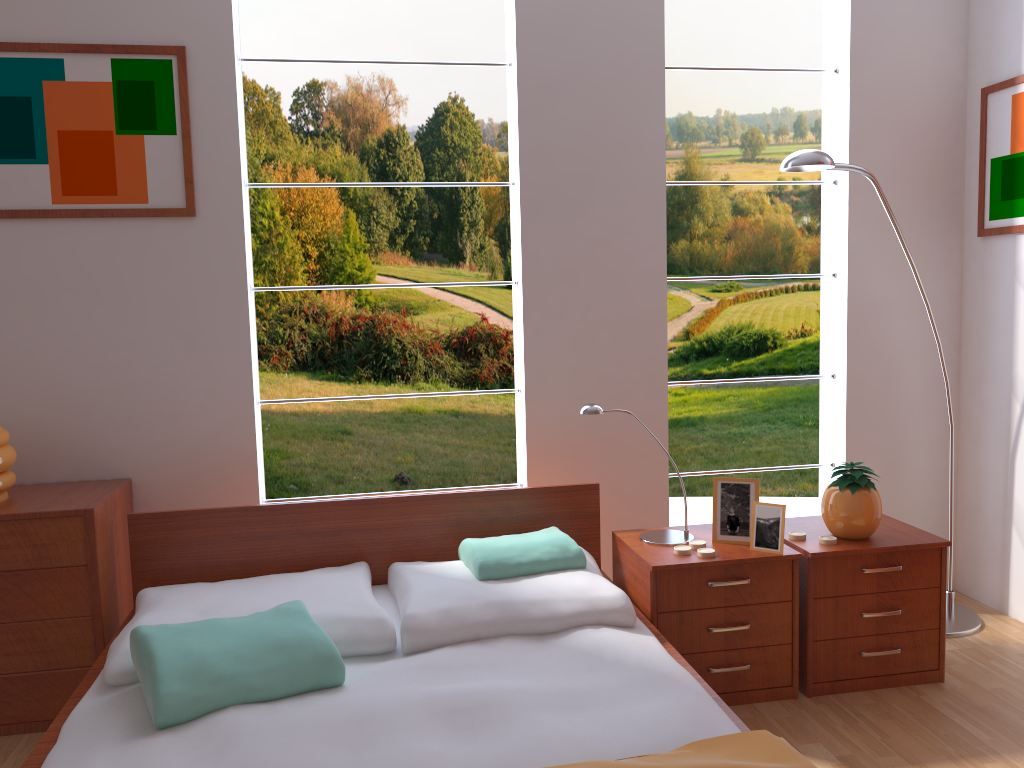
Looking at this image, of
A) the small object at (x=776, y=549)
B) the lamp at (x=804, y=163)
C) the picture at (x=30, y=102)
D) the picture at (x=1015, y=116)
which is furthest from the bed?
the picture at (x=1015, y=116)

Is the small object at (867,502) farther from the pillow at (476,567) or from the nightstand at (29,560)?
the nightstand at (29,560)

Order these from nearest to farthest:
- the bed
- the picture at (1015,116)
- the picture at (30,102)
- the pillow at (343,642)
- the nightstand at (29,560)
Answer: the bed
the pillow at (343,642)
the nightstand at (29,560)
the picture at (30,102)
the picture at (1015,116)

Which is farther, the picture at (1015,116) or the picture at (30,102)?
the picture at (1015,116)

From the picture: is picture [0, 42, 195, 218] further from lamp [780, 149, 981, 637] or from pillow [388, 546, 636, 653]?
lamp [780, 149, 981, 637]

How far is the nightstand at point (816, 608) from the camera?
2.5m

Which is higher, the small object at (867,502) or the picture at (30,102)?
the picture at (30,102)

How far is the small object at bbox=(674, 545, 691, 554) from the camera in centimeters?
249cm

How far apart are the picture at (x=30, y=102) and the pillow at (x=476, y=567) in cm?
133

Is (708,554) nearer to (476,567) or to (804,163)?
(476,567)
